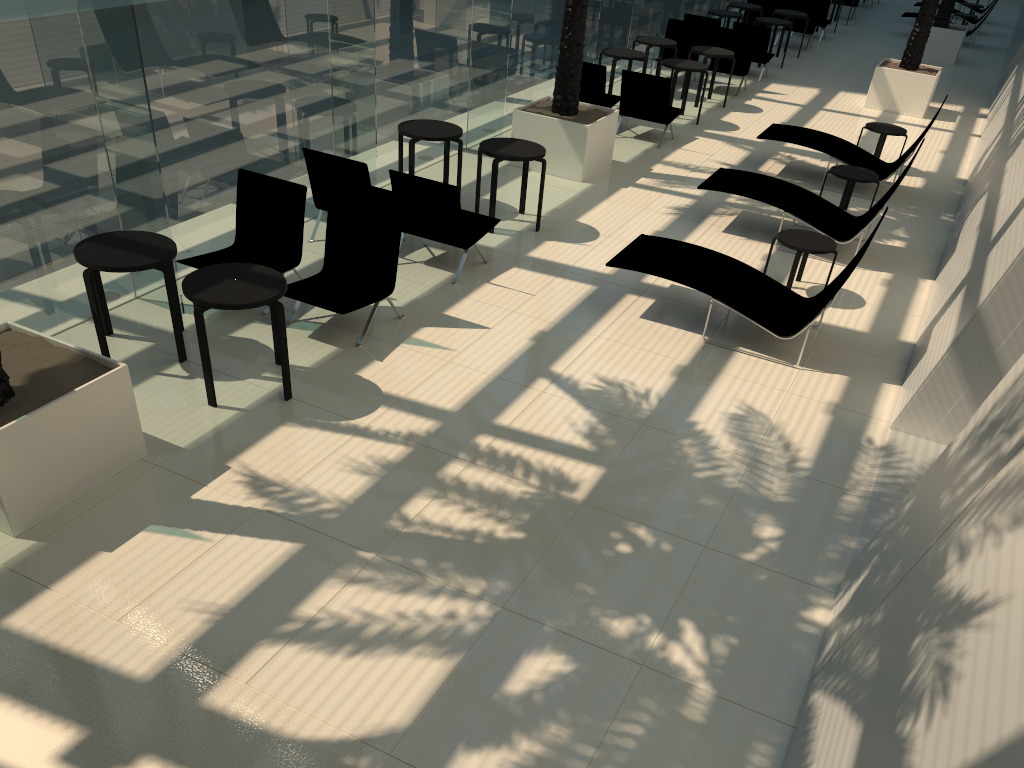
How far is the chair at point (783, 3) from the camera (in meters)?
21.64

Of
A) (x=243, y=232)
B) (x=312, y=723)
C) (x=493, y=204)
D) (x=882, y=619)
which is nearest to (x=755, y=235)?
(x=493, y=204)

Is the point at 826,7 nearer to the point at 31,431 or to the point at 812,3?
the point at 812,3

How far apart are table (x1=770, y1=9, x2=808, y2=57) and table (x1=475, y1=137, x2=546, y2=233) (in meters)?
12.26

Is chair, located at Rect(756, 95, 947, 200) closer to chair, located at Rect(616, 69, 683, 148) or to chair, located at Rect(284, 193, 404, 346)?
chair, located at Rect(616, 69, 683, 148)

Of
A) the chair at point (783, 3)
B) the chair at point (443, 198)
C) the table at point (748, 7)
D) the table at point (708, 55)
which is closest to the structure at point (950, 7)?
the chair at point (783, 3)

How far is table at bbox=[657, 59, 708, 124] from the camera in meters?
13.6

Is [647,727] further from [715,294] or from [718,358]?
[715,294]

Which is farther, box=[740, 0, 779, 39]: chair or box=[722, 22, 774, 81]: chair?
box=[740, 0, 779, 39]: chair

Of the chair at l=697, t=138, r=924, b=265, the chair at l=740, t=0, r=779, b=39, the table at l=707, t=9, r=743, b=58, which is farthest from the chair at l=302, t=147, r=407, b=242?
the chair at l=740, t=0, r=779, b=39
